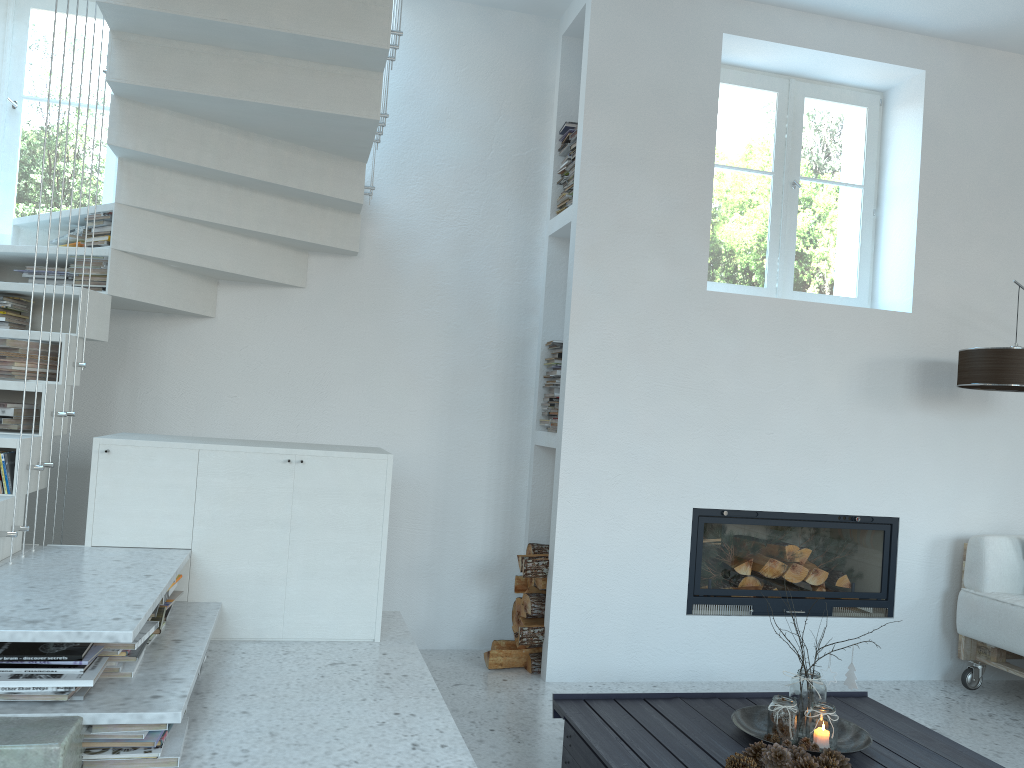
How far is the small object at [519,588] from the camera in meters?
4.3 m

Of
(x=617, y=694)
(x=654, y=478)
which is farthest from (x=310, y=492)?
(x=654, y=478)

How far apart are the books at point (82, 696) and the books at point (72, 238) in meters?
2.2

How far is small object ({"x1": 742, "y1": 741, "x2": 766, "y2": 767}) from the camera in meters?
2.5 m

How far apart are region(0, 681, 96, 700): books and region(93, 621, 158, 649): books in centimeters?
15cm

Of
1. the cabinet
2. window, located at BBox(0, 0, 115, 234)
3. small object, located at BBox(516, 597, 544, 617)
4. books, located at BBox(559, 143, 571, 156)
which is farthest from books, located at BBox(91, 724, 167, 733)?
books, located at BBox(559, 143, 571, 156)

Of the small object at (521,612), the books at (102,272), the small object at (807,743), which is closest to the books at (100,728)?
the small object at (807,743)

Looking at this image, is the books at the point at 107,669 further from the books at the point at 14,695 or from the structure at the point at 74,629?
the books at the point at 14,695

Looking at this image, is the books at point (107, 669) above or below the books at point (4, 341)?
below

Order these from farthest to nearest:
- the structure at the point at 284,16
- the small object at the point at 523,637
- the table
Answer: the small object at the point at 523,637, the structure at the point at 284,16, the table
